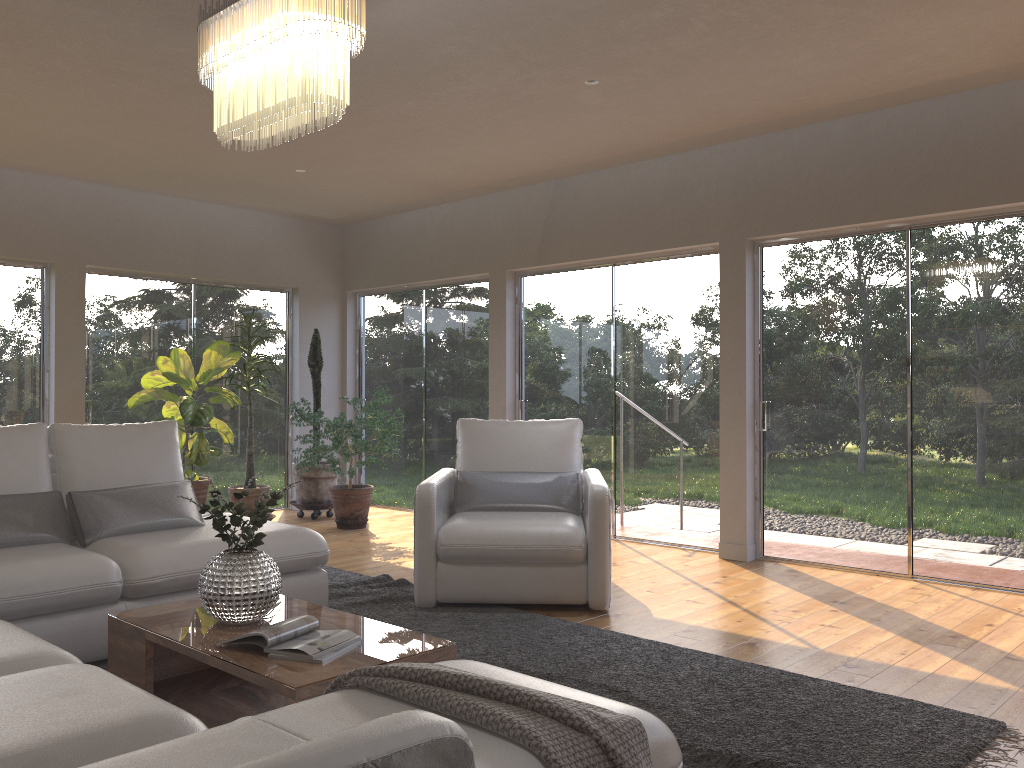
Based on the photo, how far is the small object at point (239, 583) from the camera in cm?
300

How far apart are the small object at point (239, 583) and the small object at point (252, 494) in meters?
4.1

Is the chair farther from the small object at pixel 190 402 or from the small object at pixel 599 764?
the small object at pixel 599 764

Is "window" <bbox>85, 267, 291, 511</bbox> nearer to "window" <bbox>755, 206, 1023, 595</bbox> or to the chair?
the chair

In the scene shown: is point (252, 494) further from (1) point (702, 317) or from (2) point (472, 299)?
(1) point (702, 317)

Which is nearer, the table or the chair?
the table

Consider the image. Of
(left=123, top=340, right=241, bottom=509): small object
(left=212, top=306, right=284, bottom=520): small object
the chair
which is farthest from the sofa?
(left=212, top=306, right=284, bottom=520): small object

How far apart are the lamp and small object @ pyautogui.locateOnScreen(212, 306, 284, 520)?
4.2m

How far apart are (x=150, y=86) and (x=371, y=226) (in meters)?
3.91

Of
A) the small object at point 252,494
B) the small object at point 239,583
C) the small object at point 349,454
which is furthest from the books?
the small object at point 252,494
